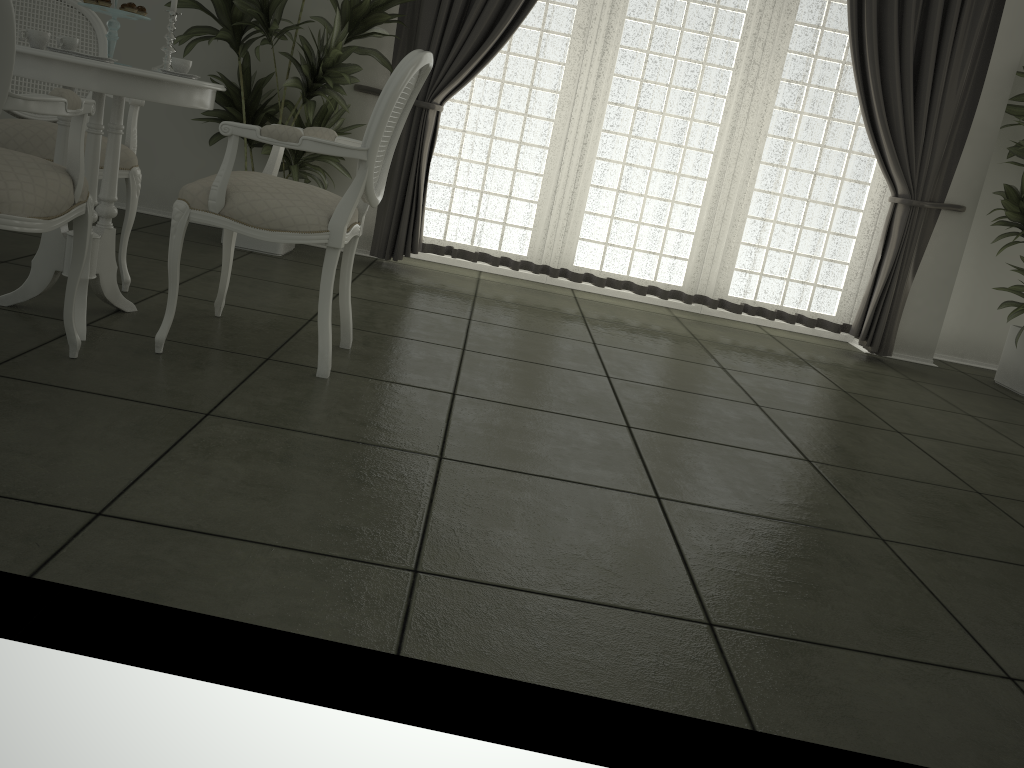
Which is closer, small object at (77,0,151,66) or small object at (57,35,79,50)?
small object at (77,0,151,66)

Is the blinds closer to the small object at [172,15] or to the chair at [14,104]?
the small object at [172,15]

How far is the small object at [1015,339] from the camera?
4.92m

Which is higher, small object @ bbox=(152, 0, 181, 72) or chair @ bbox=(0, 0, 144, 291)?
small object @ bbox=(152, 0, 181, 72)

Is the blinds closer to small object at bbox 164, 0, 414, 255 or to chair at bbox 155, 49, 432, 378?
small object at bbox 164, 0, 414, 255

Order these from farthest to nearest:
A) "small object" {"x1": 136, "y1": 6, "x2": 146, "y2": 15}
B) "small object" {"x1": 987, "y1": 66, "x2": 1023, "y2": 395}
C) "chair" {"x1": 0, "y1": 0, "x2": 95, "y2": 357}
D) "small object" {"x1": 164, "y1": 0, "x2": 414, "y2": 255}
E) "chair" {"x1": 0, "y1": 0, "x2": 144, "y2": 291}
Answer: "small object" {"x1": 987, "y1": 66, "x2": 1023, "y2": 395}
"small object" {"x1": 164, "y1": 0, "x2": 414, "y2": 255}
"chair" {"x1": 0, "y1": 0, "x2": 144, "y2": 291}
"small object" {"x1": 136, "y1": 6, "x2": 146, "y2": 15}
"chair" {"x1": 0, "y1": 0, "x2": 95, "y2": 357}

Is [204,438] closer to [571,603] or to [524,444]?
[524,444]

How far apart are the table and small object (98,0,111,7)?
0.3m

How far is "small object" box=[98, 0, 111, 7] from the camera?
2.6 meters

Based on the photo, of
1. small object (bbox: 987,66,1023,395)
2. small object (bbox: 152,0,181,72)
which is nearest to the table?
small object (bbox: 152,0,181,72)
